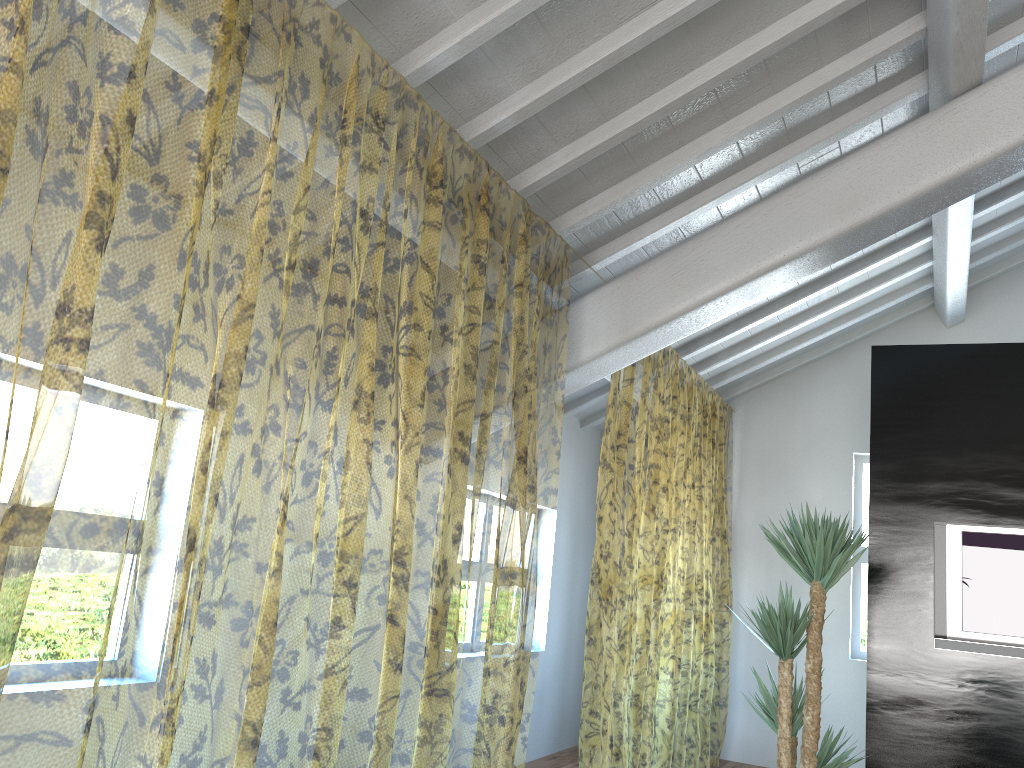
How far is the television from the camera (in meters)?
4.39

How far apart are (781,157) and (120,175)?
7.41m

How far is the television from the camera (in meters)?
4.39

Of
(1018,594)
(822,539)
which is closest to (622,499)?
(1018,594)

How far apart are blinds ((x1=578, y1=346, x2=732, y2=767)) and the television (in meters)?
1.49

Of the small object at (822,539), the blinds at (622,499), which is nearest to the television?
the small object at (822,539)

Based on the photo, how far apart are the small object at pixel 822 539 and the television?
1.1m

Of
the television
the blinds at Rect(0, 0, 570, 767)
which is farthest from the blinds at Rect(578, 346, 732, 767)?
the television

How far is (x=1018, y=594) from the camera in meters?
4.4

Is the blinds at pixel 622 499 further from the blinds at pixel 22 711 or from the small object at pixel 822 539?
the small object at pixel 822 539
